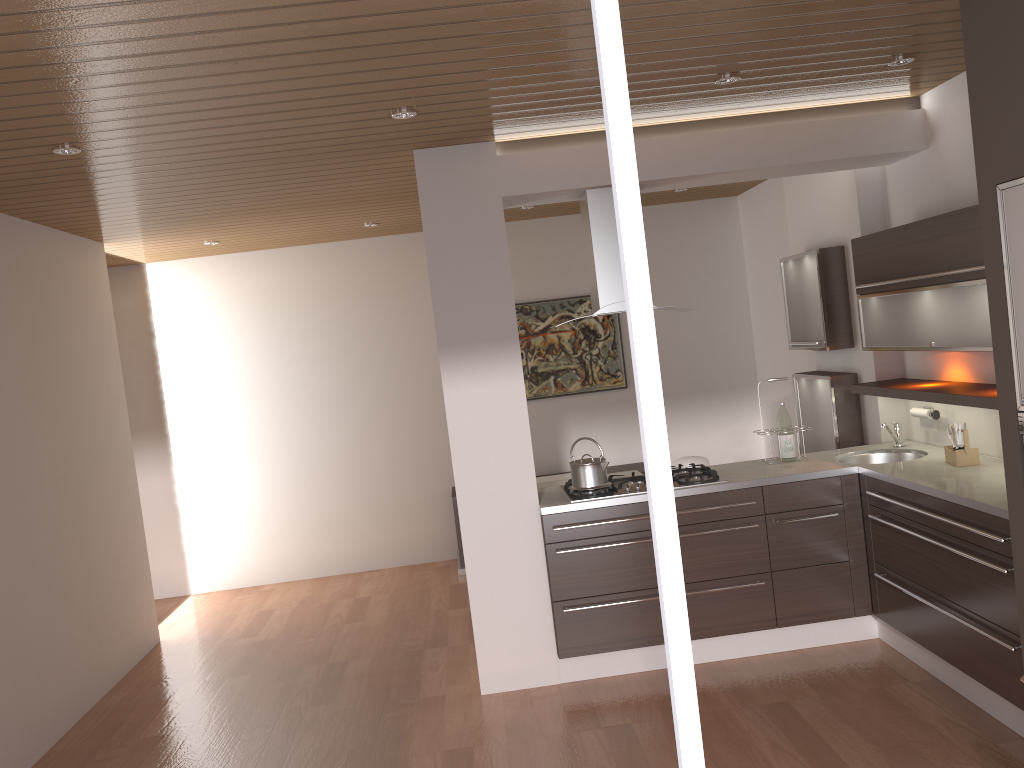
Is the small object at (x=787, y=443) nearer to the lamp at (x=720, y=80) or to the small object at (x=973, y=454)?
the small object at (x=973, y=454)

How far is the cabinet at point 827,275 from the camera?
5.2m

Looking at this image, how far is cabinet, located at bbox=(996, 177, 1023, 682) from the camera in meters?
2.9

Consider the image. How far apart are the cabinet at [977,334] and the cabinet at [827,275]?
0.47m

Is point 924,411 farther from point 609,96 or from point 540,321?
point 609,96

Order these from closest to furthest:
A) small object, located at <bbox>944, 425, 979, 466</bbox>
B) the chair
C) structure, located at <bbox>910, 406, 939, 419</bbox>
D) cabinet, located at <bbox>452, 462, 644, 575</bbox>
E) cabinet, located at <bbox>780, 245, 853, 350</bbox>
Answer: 1. small object, located at <bbox>944, 425, 979, 466</bbox>
2. structure, located at <bbox>910, 406, 939, 419</bbox>
3. cabinet, located at <bbox>780, 245, 853, 350</bbox>
4. the chair
5. cabinet, located at <bbox>452, 462, 644, 575</bbox>

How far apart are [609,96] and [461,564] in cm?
613

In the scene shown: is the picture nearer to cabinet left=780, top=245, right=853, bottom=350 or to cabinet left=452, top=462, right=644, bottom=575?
cabinet left=452, top=462, right=644, bottom=575

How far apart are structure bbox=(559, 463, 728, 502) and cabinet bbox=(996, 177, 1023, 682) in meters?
1.7 m

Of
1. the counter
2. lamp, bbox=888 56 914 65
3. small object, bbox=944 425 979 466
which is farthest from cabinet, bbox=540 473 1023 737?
lamp, bbox=888 56 914 65
